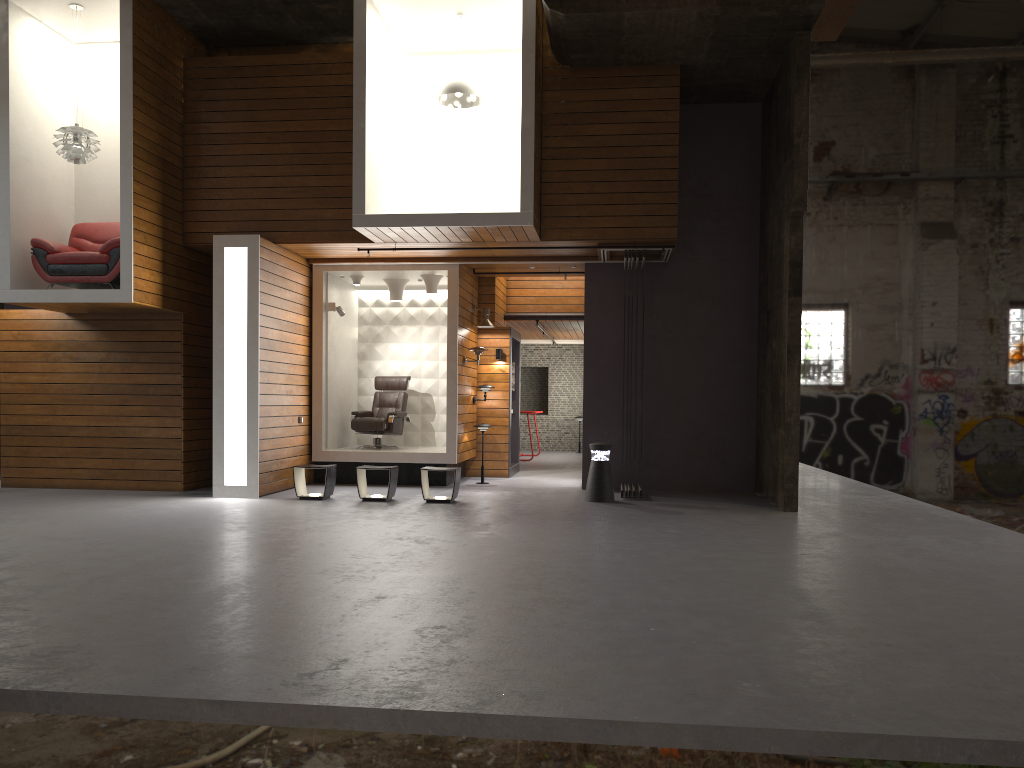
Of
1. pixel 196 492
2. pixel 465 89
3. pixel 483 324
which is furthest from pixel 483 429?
pixel 465 89

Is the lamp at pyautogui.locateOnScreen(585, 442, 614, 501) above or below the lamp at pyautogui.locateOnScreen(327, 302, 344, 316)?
below

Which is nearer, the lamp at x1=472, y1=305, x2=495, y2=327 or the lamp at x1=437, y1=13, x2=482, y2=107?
the lamp at x1=437, y1=13, x2=482, y2=107

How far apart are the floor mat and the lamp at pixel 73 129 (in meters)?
4.10

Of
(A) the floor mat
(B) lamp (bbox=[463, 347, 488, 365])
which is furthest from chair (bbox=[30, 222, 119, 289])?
(B) lamp (bbox=[463, 347, 488, 365])

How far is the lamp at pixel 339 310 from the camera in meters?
12.2 m

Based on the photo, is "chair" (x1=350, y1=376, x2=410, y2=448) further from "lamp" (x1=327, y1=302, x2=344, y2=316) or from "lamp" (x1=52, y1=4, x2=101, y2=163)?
"lamp" (x1=52, y1=4, x2=101, y2=163)

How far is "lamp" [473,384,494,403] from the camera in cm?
1313

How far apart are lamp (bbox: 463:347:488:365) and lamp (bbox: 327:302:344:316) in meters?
1.9

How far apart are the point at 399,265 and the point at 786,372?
5.3m
